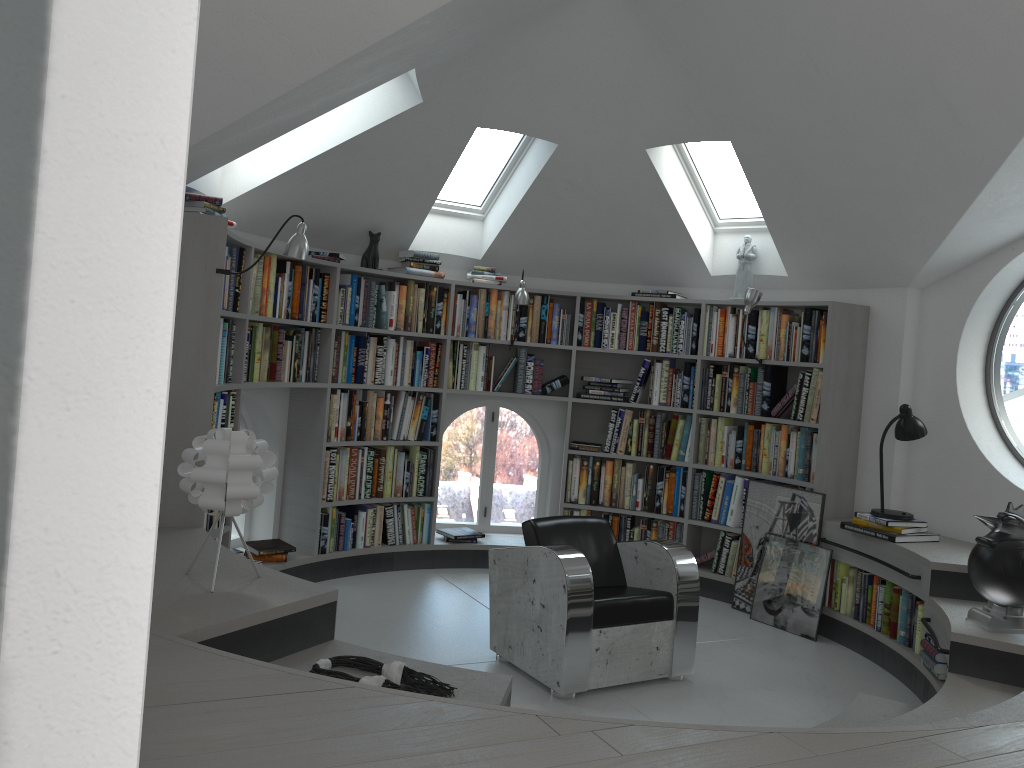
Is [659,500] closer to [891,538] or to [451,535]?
[451,535]

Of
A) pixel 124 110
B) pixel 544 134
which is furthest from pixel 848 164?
pixel 124 110

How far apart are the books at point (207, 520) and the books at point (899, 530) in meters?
3.6

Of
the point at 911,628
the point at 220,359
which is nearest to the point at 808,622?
the point at 911,628

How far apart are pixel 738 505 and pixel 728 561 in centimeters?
39cm

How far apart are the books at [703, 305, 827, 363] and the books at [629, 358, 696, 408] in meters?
0.2

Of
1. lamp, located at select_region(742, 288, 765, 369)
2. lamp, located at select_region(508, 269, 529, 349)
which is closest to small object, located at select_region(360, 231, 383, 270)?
lamp, located at select_region(508, 269, 529, 349)

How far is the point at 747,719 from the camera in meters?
4.0 m

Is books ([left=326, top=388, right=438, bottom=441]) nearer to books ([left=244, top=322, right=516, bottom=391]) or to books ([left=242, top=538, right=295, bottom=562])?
books ([left=244, top=322, right=516, bottom=391])

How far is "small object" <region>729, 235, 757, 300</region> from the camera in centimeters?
610cm
